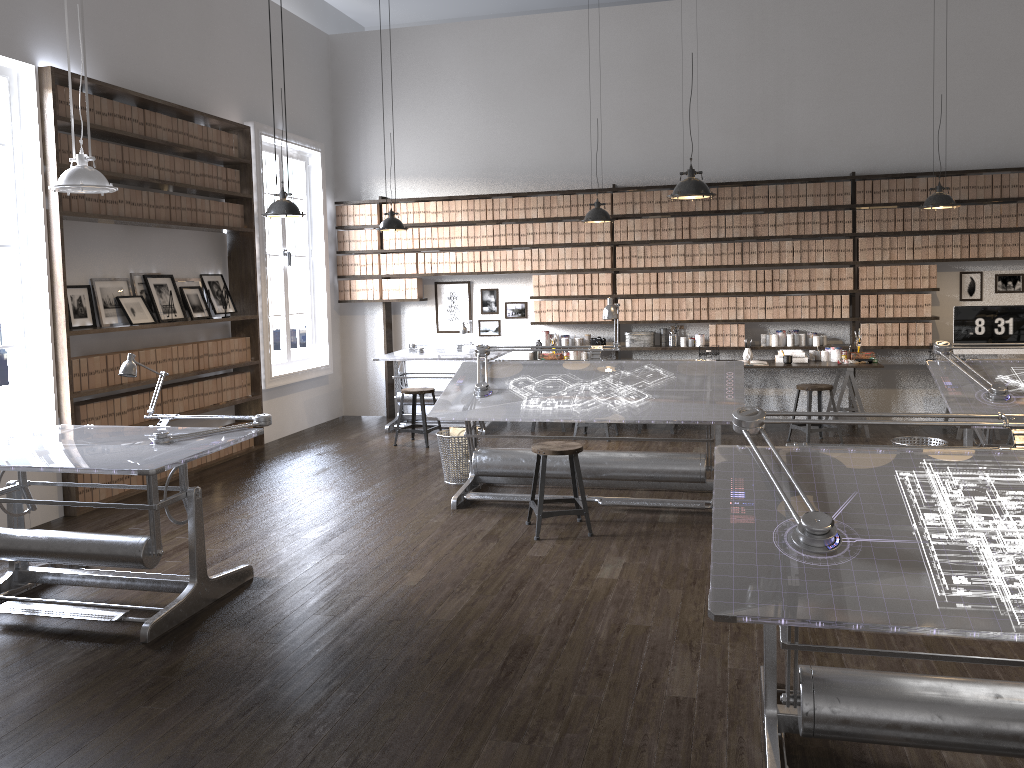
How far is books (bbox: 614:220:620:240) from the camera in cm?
903

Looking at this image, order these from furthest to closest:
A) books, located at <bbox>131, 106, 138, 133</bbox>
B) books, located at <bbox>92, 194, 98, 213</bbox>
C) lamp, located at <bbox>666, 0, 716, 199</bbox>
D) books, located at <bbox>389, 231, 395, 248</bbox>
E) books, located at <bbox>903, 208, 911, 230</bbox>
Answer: books, located at <bbox>389, 231, 395, 248</bbox>, books, located at <bbox>903, 208, 911, 230</bbox>, books, located at <bbox>131, 106, 138, 133</bbox>, books, located at <bbox>92, 194, 98, 213</bbox>, lamp, located at <bbox>666, 0, 716, 199</bbox>

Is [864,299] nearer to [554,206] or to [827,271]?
[827,271]

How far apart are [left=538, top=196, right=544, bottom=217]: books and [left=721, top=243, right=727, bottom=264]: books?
1.9m

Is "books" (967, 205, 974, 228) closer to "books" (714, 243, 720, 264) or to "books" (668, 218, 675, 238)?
"books" (714, 243, 720, 264)

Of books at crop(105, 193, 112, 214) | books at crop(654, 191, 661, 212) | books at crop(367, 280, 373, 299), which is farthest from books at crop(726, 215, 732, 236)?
books at crop(105, 193, 112, 214)

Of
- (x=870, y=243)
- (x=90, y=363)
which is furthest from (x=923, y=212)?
(x=90, y=363)

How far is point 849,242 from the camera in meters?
8.5 m

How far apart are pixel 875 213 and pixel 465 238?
4.1 meters

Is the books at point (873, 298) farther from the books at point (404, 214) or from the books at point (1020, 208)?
the books at point (404, 214)
